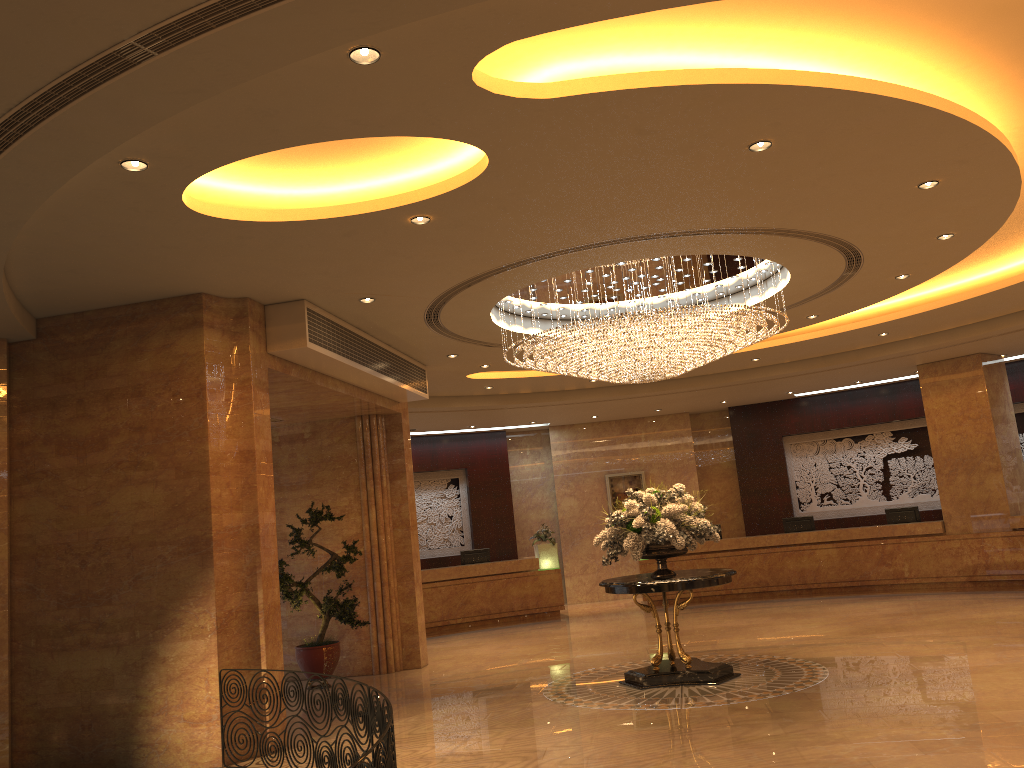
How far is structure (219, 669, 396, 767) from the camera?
4.3 meters

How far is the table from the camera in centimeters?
901cm

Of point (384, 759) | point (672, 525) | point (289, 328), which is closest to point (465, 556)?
point (672, 525)

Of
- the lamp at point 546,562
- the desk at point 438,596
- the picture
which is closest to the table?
the desk at point 438,596

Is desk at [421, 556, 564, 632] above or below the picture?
below

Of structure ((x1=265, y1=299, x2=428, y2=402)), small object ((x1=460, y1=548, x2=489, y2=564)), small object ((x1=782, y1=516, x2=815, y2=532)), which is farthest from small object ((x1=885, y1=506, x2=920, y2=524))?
structure ((x1=265, y1=299, x2=428, y2=402))

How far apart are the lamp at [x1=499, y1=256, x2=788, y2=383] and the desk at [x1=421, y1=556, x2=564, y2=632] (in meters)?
6.94

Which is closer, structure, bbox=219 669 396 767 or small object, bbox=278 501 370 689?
structure, bbox=219 669 396 767

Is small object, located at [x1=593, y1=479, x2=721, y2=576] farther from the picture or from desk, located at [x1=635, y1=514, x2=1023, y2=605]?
the picture

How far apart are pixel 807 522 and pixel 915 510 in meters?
2.0
